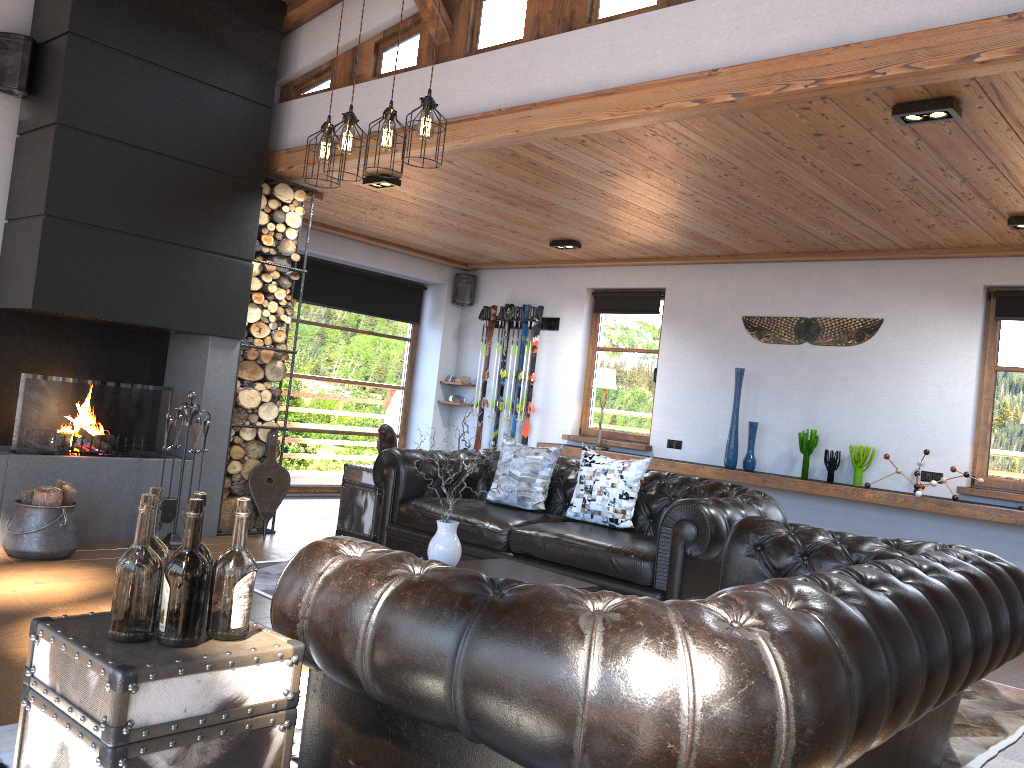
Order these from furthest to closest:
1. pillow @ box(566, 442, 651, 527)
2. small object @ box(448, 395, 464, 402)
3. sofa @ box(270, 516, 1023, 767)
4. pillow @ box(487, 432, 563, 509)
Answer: small object @ box(448, 395, 464, 402) < pillow @ box(487, 432, 563, 509) < pillow @ box(566, 442, 651, 527) < sofa @ box(270, 516, 1023, 767)

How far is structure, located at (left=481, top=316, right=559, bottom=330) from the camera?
9.30m

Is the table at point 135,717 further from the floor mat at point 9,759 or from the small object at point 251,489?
the small object at point 251,489

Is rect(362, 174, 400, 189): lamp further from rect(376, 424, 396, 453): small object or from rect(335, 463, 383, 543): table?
rect(335, 463, 383, 543): table

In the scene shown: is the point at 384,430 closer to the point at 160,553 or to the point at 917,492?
the point at 917,492

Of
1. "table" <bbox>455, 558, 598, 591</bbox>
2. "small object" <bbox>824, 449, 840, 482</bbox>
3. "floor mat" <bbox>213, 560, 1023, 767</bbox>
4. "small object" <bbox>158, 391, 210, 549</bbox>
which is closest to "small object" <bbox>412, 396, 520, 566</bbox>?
"table" <bbox>455, 558, 598, 591</bbox>

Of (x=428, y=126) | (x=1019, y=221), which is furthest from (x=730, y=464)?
Result: (x=428, y=126)

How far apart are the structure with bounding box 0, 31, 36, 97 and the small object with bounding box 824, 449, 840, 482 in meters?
6.3

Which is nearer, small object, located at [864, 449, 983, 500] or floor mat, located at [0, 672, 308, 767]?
floor mat, located at [0, 672, 308, 767]

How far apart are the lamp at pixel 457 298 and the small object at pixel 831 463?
4.5m
